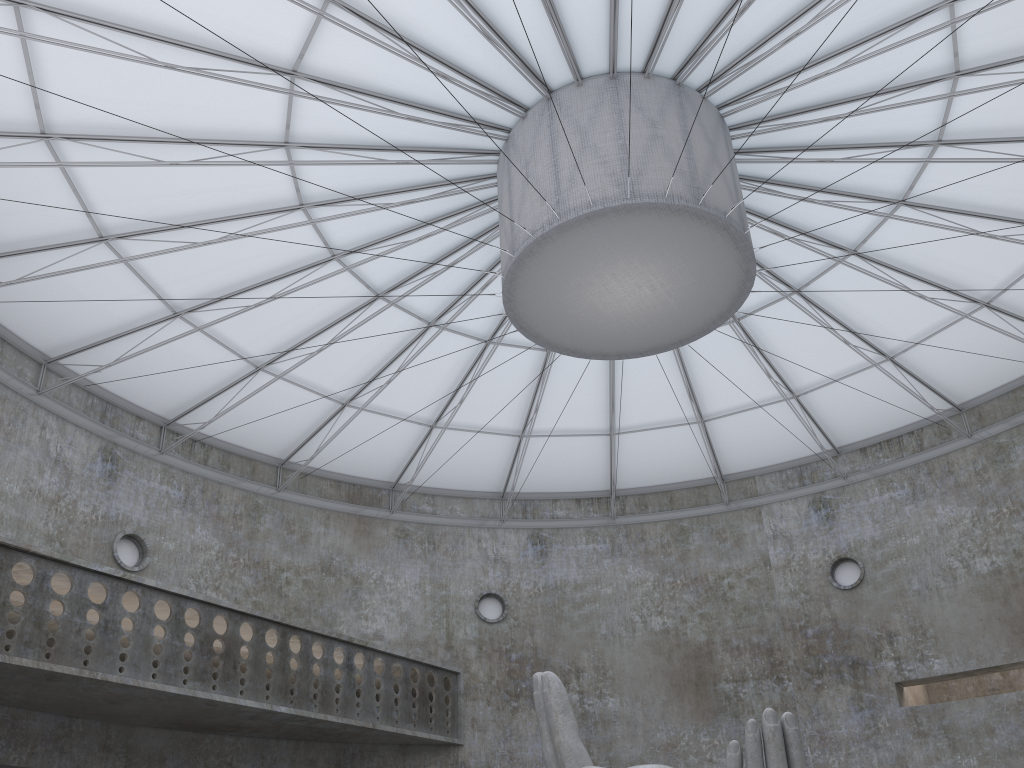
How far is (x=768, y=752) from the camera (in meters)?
16.24

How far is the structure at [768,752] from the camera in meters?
16.2

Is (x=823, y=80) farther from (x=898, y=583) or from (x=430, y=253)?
(x=898, y=583)

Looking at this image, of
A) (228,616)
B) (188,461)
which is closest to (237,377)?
(188,461)

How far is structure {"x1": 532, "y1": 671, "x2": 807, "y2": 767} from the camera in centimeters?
1624cm

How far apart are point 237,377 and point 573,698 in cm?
2000
